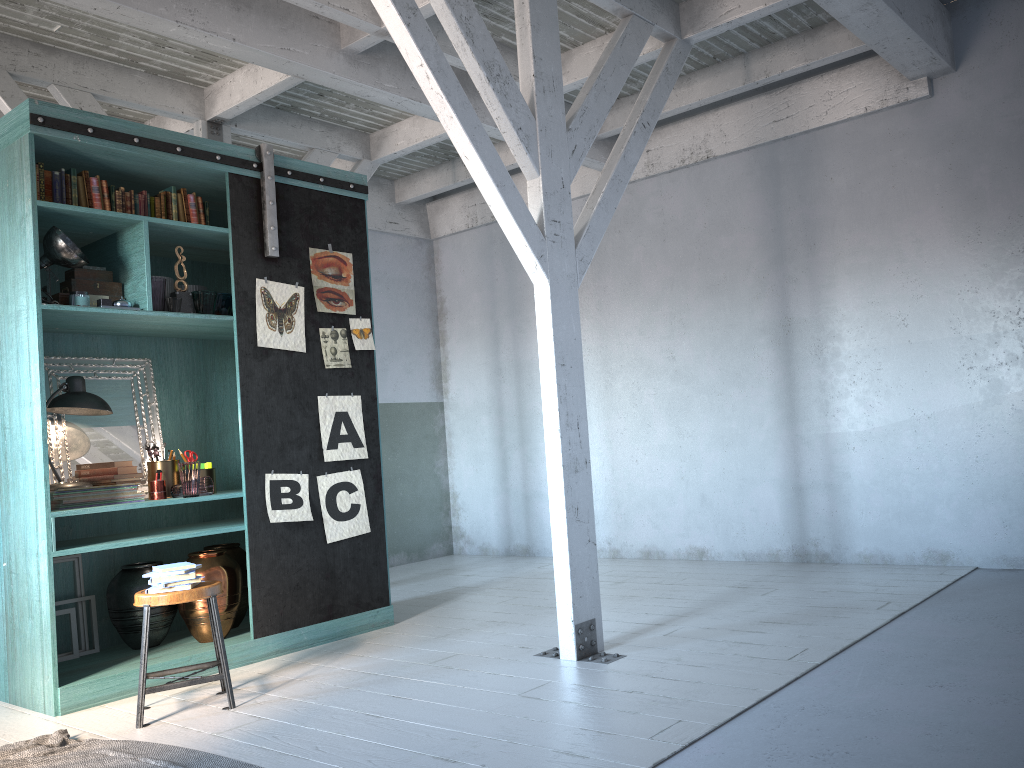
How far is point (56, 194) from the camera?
5.5 meters

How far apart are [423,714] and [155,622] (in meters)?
2.52

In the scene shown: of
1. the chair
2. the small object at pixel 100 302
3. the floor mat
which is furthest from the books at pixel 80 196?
the floor mat

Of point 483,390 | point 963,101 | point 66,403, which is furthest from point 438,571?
point 963,101

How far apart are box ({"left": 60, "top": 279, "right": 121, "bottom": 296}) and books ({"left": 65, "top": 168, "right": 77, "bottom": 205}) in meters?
0.7 m

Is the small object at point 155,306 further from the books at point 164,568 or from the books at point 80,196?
the books at point 164,568

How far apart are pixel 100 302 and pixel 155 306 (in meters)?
0.33

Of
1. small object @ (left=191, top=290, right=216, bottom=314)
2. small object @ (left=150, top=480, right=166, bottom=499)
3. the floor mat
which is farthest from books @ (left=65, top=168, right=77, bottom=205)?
the floor mat

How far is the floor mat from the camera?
4.0 meters

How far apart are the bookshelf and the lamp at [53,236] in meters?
0.1 m
